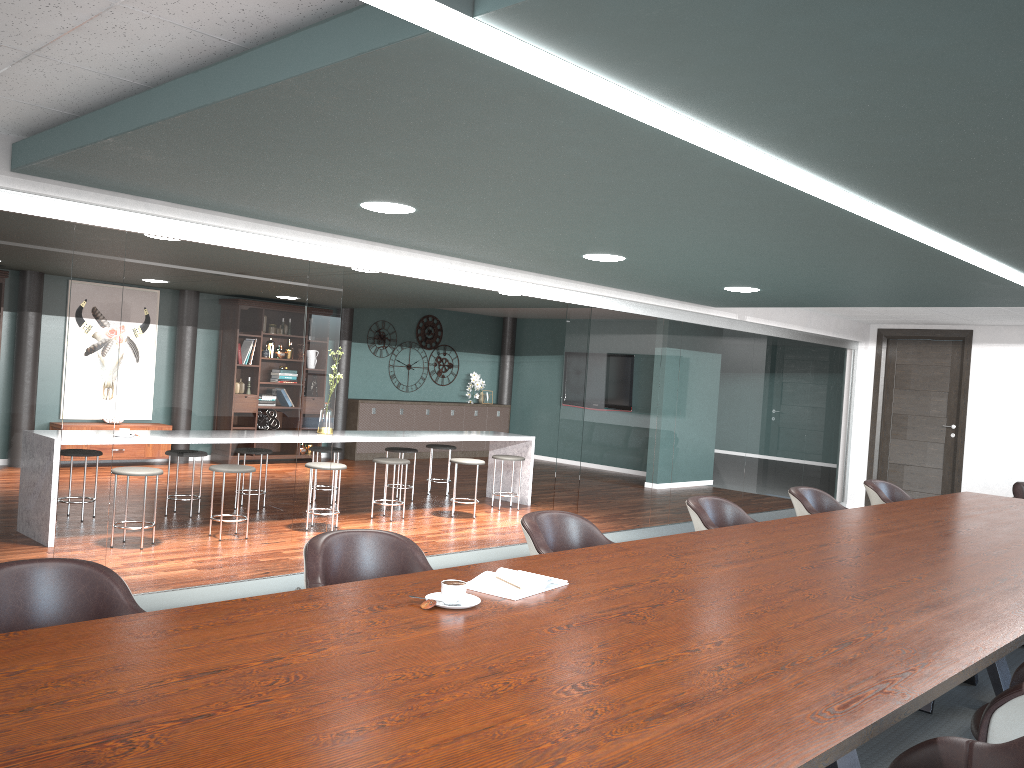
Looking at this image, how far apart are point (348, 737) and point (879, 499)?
5.17m

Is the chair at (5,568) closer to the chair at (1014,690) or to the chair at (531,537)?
the chair at (531,537)

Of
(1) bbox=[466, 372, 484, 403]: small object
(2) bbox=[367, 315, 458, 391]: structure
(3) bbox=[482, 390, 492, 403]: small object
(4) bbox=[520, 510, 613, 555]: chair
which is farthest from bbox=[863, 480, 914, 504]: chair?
(3) bbox=[482, 390, 492, 403]: small object

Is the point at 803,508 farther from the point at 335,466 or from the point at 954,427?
the point at 954,427

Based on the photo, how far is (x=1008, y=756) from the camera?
1.7m

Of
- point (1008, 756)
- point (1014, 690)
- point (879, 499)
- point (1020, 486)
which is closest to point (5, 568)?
point (1008, 756)

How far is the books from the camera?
2.44m

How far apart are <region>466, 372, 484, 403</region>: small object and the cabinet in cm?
31

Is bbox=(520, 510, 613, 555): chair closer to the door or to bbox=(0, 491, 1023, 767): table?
bbox=(0, 491, 1023, 767): table

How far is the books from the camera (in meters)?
2.44
